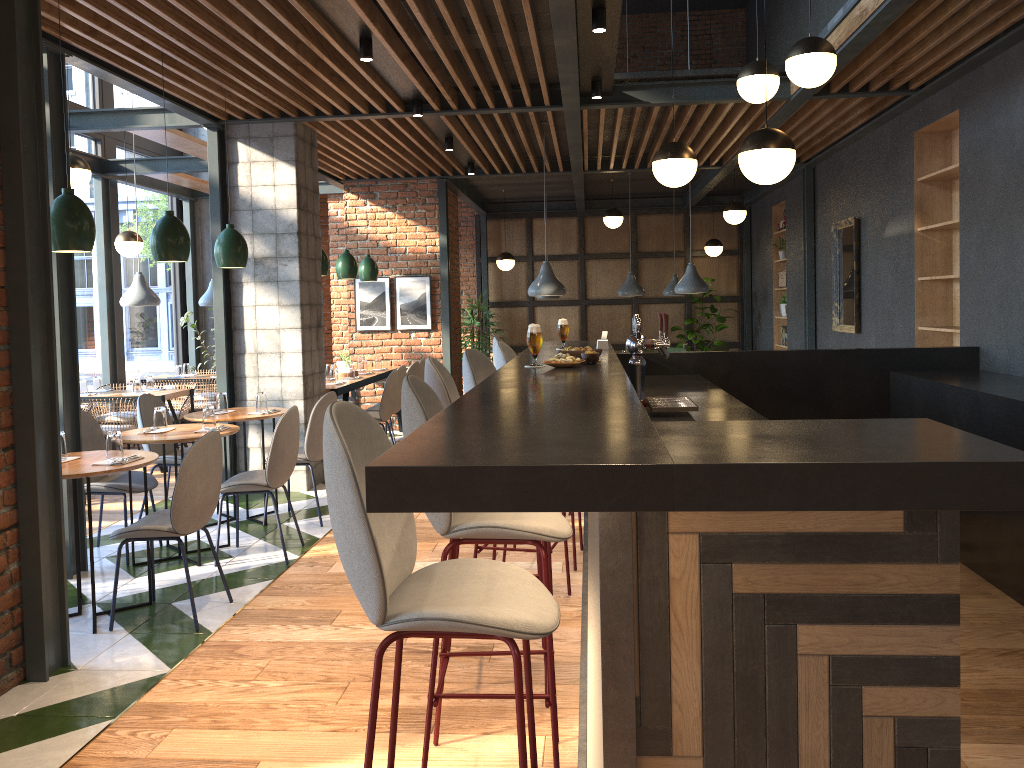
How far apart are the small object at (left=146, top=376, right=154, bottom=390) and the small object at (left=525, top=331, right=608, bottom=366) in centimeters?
531cm

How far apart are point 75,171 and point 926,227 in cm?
637

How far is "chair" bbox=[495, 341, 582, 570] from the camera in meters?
4.8 m

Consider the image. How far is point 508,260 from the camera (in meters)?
12.58

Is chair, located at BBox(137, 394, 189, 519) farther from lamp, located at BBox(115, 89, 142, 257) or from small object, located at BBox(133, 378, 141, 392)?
lamp, located at BBox(115, 89, 142, 257)

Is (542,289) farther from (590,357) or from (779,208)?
(779,208)

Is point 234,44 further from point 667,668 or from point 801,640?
point 801,640

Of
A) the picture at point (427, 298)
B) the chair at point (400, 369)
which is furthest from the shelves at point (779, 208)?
the chair at point (400, 369)

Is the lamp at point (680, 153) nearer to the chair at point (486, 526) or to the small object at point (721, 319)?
the chair at point (486, 526)

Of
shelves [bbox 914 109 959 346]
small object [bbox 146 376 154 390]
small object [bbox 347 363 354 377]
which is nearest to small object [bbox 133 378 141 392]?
small object [bbox 146 376 154 390]
